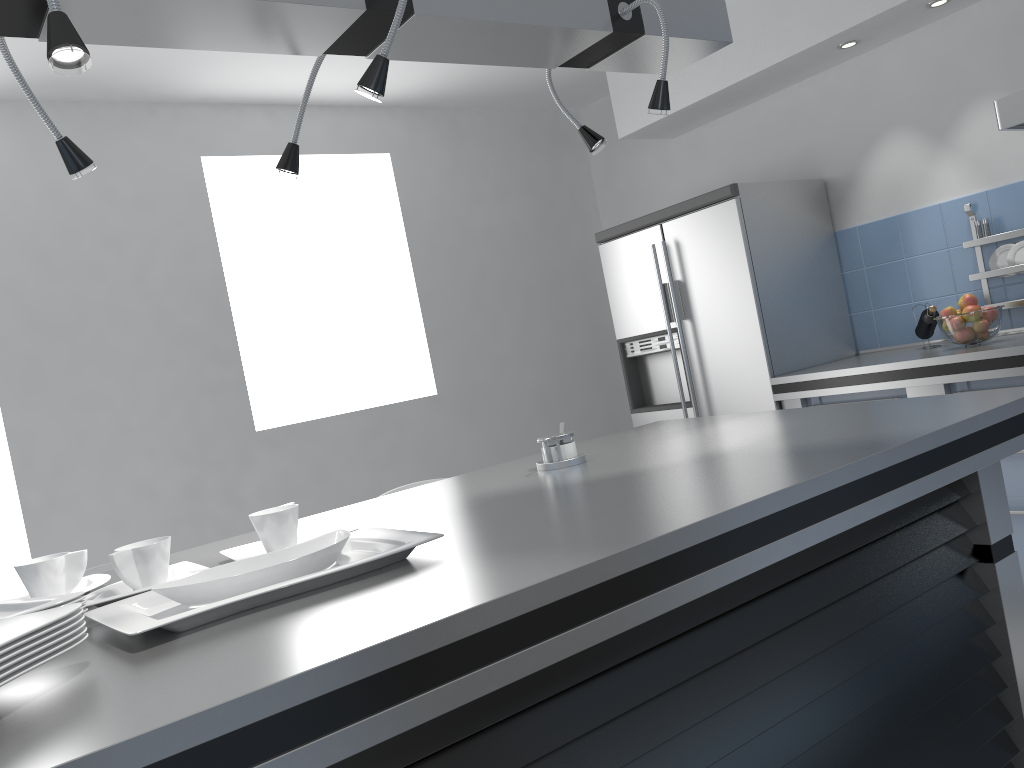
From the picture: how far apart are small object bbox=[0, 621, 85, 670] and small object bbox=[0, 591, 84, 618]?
0.3 meters

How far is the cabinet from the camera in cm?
314

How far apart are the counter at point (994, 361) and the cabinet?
0.1m

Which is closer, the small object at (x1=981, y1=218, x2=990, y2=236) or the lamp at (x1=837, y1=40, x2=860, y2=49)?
the small object at (x1=981, y1=218, x2=990, y2=236)

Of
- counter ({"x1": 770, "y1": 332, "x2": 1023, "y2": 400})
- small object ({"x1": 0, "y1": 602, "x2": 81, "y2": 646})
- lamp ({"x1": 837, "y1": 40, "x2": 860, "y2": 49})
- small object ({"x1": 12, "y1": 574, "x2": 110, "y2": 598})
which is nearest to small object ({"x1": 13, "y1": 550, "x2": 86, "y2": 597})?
small object ({"x1": 12, "y1": 574, "x2": 110, "y2": 598})

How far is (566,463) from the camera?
2.1m

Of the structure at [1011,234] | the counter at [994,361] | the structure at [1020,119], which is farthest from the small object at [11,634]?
the structure at [1011,234]

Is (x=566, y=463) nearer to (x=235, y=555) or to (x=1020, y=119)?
(x=235, y=555)

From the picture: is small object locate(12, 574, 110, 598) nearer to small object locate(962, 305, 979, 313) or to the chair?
the chair

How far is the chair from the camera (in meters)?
2.52
